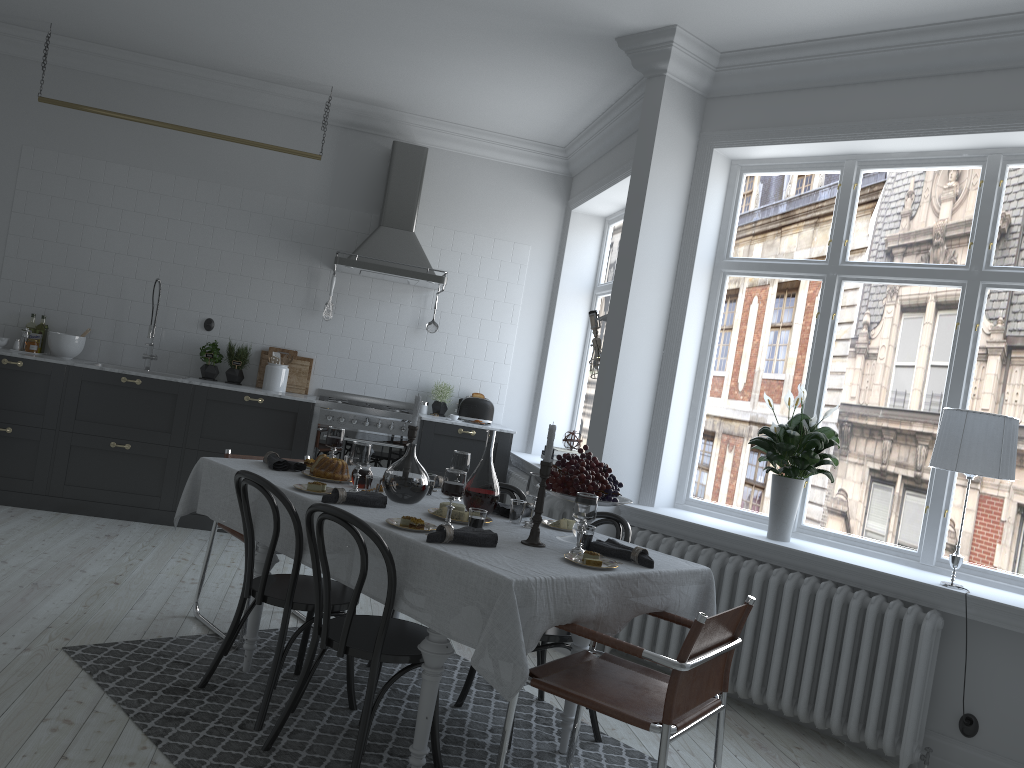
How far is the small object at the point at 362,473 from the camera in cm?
378

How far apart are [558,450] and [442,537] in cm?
339

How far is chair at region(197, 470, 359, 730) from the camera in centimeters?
326cm

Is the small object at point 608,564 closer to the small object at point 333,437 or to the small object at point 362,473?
the small object at point 362,473

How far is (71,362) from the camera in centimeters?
610cm

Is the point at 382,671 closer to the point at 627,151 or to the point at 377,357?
the point at 377,357

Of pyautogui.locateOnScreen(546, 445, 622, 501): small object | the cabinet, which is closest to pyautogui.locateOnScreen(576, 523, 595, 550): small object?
pyautogui.locateOnScreen(546, 445, 622, 501): small object

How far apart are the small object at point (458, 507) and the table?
0.11m

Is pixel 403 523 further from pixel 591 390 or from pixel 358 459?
pixel 591 390

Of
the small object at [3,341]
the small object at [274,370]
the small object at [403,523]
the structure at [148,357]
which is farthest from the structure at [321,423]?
the small object at [403,523]
